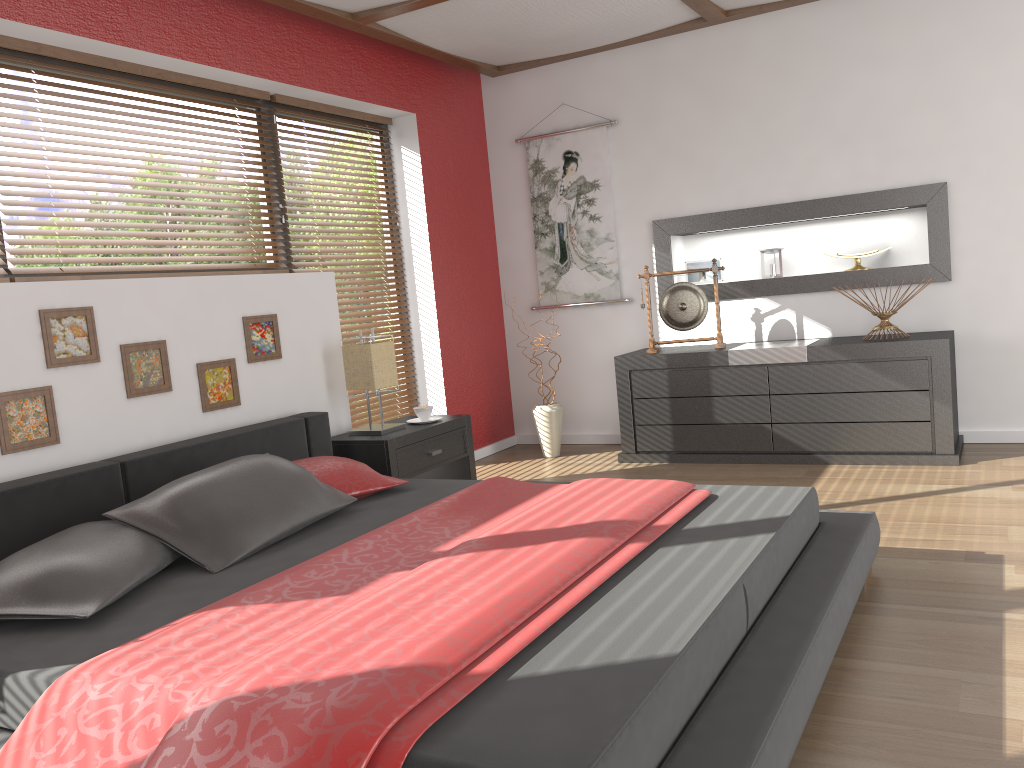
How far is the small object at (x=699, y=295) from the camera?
4.97m

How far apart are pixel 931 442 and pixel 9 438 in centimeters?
391cm

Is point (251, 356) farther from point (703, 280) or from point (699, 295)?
point (703, 280)

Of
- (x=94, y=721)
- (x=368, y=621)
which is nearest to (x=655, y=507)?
(x=368, y=621)

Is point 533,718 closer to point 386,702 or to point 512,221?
point 386,702

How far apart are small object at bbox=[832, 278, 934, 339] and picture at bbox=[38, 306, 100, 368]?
3.6m

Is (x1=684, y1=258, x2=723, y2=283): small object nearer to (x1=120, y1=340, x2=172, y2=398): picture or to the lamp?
the lamp

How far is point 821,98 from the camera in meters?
4.8

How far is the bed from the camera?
1.5m

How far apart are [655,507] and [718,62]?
3.40m
